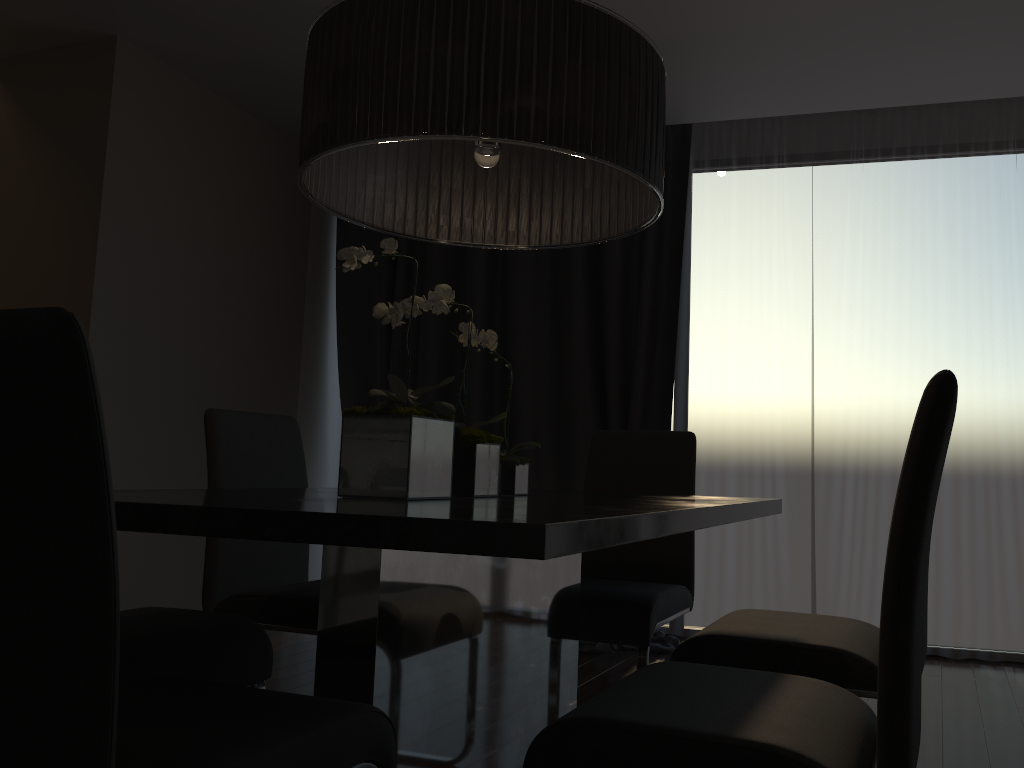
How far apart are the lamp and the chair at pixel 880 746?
0.8 meters

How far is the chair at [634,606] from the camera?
2.4 meters

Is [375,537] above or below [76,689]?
above

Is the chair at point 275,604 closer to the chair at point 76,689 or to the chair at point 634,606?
the chair at point 634,606

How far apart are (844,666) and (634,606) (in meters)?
0.74

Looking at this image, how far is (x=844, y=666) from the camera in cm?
169

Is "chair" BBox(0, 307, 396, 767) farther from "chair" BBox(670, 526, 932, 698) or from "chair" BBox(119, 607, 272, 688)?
"chair" BBox(670, 526, 932, 698)

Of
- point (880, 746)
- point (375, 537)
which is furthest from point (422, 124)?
point (880, 746)

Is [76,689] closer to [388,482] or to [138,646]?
[388,482]

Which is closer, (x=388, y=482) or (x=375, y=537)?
(x=375, y=537)
